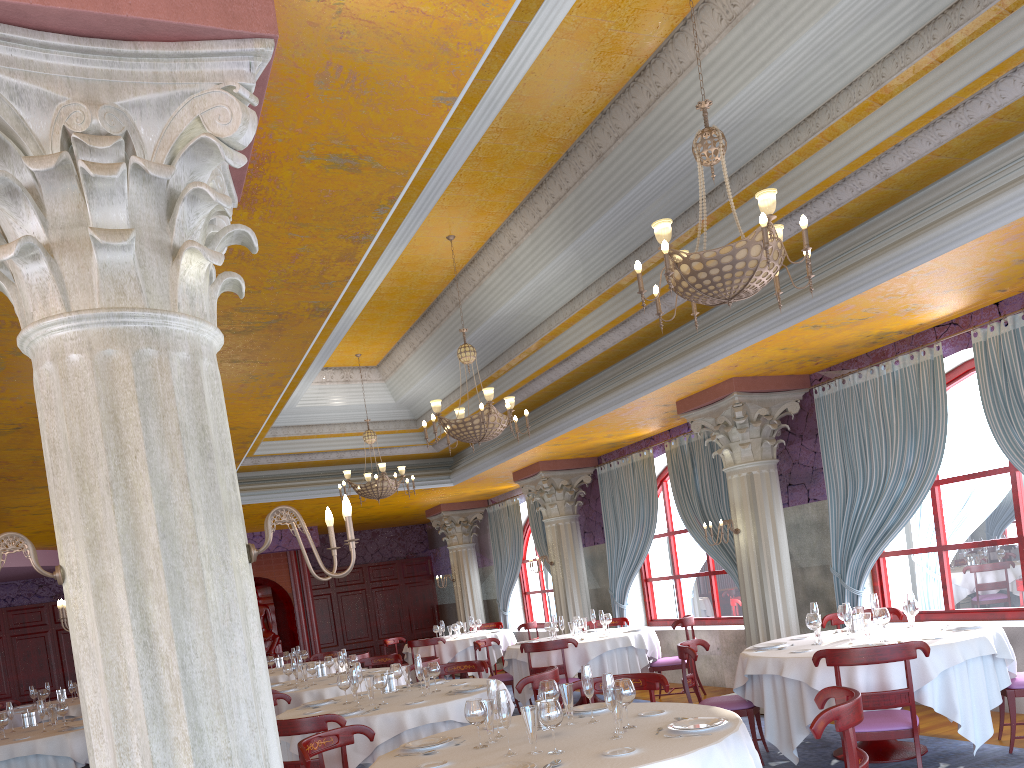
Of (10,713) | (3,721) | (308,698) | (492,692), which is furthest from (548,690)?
(10,713)

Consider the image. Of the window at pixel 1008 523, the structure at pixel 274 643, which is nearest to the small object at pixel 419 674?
the window at pixel 1008 523

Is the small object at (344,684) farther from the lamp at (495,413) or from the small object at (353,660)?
the small object at (353,660)

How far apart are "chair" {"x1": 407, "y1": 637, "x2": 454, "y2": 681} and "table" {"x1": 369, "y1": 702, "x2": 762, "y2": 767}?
9.23m

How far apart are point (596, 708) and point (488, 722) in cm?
89

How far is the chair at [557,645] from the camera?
9.7m

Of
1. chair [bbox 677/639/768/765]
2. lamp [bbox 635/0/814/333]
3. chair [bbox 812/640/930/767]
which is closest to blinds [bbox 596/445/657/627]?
chair [bbox 677/639/768/765]

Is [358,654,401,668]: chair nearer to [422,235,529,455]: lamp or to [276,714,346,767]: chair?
[422,235,529,455]: lamp

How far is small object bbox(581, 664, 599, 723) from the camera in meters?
4.6

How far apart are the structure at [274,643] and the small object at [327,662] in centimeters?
A: 846cm
